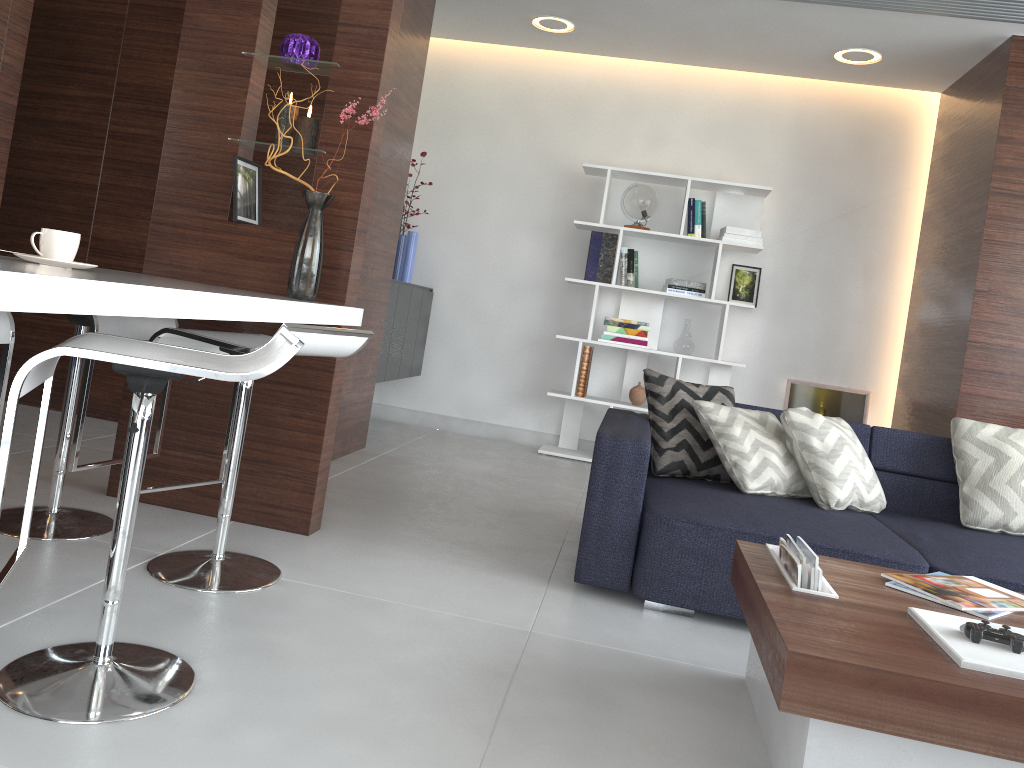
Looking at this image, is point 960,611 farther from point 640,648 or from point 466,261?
point 466,261

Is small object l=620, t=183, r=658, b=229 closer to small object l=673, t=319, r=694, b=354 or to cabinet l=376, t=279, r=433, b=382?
small object l=673, t=319, r=694, b=354

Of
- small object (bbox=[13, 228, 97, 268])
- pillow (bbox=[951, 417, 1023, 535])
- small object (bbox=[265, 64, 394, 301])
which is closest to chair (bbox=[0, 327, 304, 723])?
small object (bbox=[13, 228, 97, 268])

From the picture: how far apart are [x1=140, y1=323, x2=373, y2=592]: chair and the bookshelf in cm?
301

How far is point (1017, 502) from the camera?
3.11m

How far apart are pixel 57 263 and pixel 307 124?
1.1 meters

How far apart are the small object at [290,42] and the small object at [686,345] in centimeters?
309cm

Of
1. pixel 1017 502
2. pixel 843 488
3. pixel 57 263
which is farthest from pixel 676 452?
pixel 57 263

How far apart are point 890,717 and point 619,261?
4.3m

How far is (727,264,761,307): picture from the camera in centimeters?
553cm
